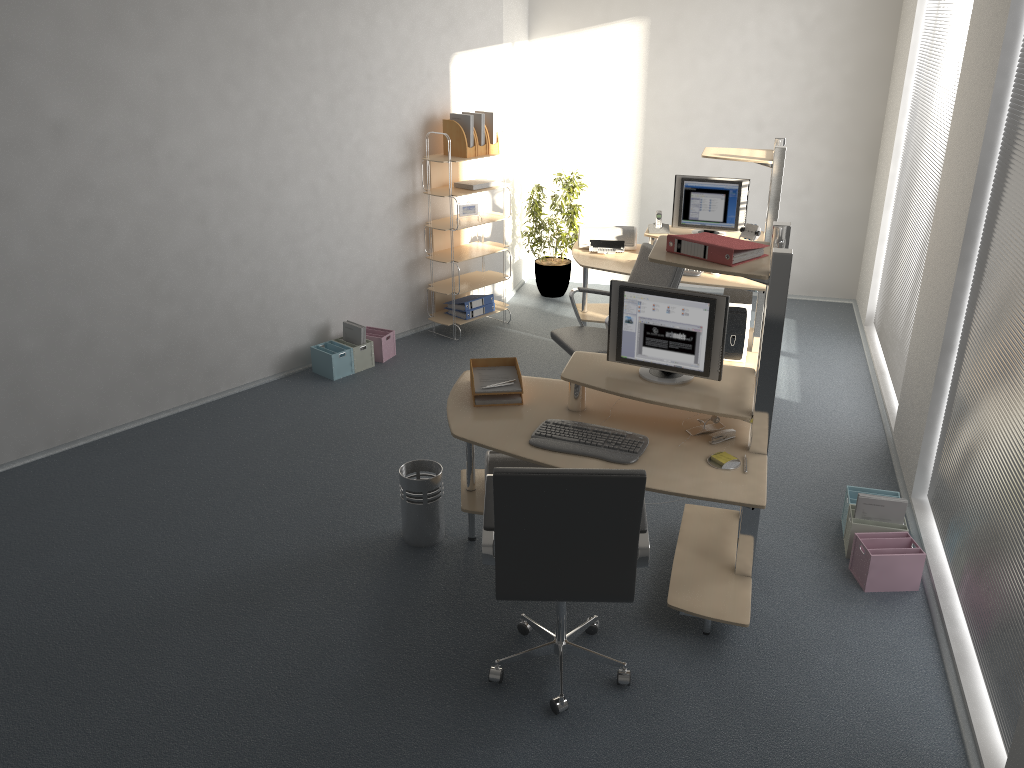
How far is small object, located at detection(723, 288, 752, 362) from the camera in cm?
599

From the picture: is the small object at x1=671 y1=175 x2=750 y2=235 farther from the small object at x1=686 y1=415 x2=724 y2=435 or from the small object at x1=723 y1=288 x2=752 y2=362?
the small object at x1=686 y1=415 x2=724 y2=435

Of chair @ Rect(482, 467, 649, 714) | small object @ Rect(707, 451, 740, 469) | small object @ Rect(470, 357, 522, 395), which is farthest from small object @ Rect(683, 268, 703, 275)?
chair @ Rect(482, 467, 649, 714)

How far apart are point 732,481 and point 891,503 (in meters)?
1.15

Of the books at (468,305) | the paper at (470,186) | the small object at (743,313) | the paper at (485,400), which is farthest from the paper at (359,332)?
the small object at (743,313)

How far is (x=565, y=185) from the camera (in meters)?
7.69

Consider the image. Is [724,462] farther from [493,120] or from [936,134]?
[493,120]

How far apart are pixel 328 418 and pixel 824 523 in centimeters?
301cm

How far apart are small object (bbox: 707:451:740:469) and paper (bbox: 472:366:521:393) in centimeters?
95cm

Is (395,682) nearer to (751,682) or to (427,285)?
(751,682)
